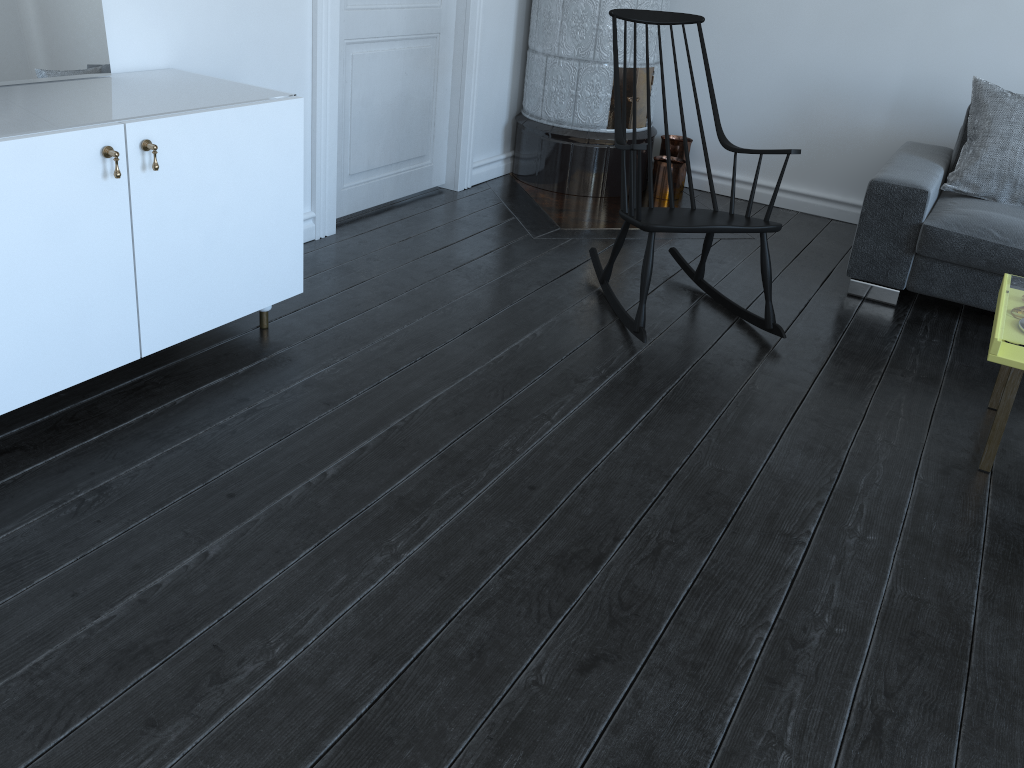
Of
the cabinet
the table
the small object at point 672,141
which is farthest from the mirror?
the small object at point 672,141

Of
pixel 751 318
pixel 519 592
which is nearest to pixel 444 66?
pixel 751 318

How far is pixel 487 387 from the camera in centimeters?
257cm

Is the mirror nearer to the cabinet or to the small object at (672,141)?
the cabinet

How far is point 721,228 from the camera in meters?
2.8 m

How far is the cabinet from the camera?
1.93m

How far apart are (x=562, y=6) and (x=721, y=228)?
1.88m

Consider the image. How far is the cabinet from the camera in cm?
193

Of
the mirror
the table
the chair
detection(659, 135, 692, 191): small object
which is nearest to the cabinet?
the mirror

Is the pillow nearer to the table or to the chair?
the table
